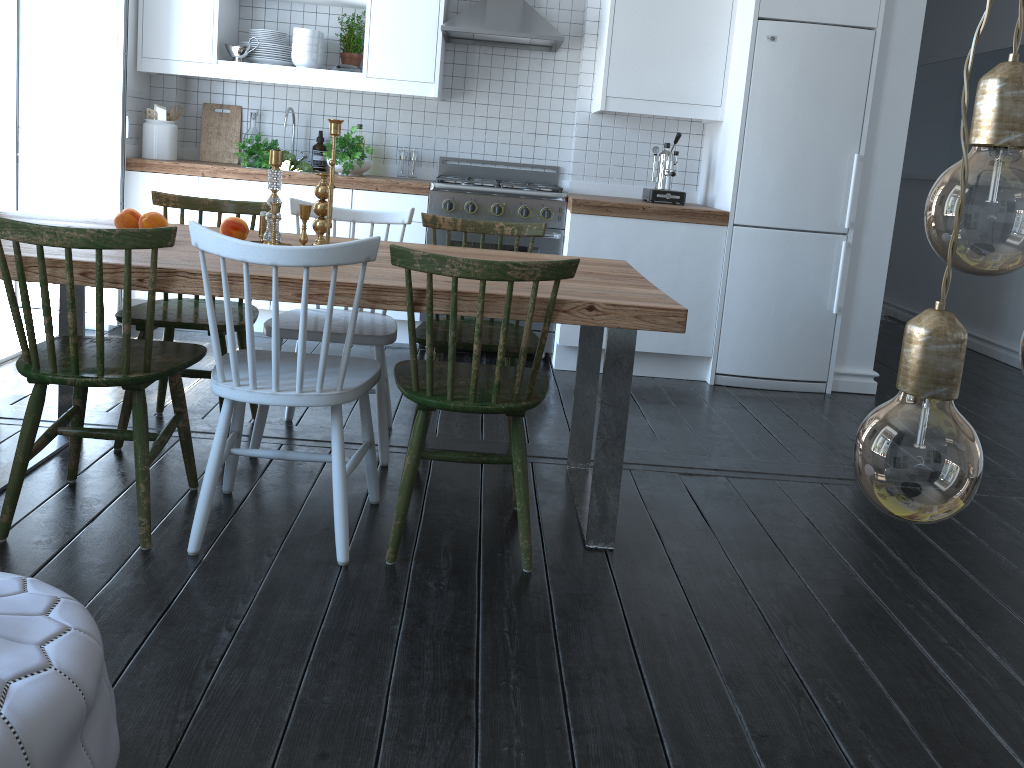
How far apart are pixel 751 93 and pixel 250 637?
3.4m

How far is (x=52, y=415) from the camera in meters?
3.2

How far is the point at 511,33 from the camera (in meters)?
4.34

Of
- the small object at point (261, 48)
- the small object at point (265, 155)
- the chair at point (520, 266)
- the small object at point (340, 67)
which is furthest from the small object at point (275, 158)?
the small object at point (261, 48)

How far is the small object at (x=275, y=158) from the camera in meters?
2.6 m

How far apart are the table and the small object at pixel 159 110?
1.83m

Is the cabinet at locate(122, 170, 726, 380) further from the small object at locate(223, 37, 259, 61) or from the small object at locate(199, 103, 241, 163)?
the small object at locate(223, 37, 259, 61)

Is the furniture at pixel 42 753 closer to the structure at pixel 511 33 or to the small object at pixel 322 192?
the small object at pixel 322 192

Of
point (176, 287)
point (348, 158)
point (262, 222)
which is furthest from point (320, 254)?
point (348, 158)

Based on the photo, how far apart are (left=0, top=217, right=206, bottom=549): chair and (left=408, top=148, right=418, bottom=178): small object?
2.6m
